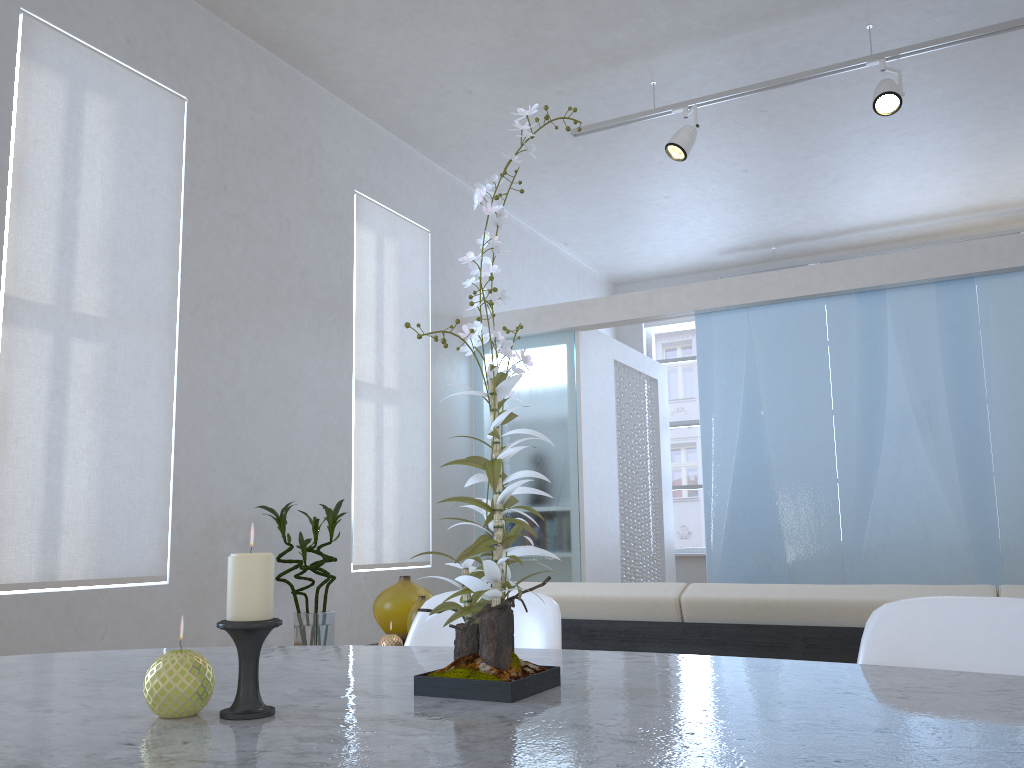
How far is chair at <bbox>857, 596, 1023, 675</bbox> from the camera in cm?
105

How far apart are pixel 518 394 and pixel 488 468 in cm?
491

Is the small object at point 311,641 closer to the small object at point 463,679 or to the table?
the table

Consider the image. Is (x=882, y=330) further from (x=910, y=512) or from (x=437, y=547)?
(x=437, y=547)

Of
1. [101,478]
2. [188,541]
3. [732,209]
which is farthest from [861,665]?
[732,209]

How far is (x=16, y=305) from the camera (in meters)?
3.16

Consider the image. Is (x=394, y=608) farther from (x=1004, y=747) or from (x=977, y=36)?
(x=977, y=36)

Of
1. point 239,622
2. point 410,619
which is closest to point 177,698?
point 239,622

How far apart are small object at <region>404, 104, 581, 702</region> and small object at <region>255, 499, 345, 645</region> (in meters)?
2.98

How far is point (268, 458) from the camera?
4.21m
